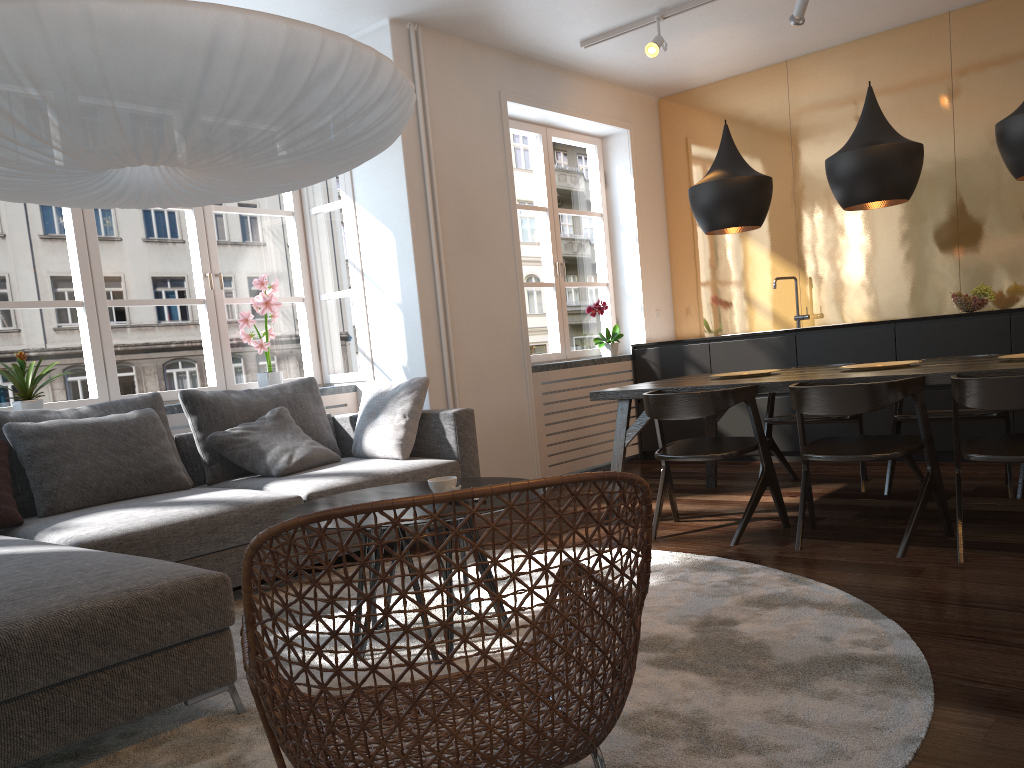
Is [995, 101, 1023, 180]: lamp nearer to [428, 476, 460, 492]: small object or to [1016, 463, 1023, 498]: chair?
[1016, 463, 1023, 498]: chair

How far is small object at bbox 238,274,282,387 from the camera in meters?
5.1

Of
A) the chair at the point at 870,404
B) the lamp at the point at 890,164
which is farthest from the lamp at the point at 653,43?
the chair at the point at 870,404

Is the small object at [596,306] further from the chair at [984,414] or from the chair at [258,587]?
the chair at [258,587]

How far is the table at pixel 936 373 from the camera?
3.40m

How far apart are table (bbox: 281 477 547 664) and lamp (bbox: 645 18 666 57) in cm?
320

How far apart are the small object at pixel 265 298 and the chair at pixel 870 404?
3.0m

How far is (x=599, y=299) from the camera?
6.6 meters

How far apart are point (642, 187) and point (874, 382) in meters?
3.7

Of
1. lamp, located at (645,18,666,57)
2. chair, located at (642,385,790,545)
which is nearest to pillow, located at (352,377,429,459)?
chair, located at (642,385,790,545)
